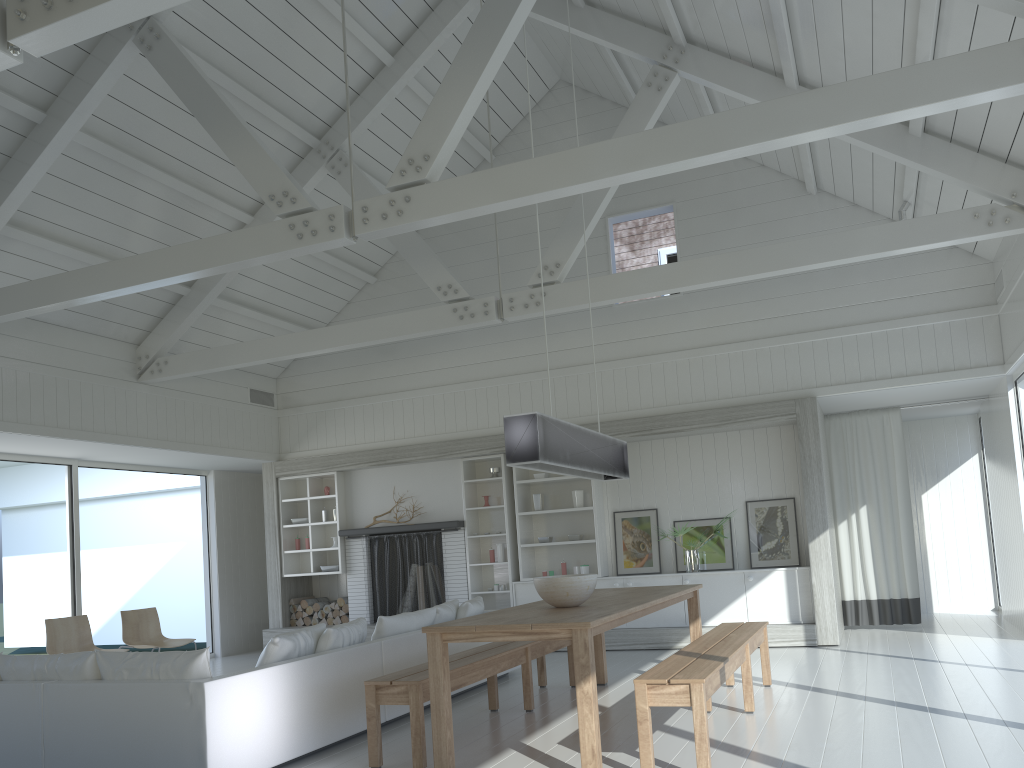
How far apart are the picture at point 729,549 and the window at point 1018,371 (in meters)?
2.90

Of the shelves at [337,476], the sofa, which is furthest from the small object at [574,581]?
the shelves at [337,476]

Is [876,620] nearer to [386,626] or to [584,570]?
[584,570]

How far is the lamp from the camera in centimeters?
484cm

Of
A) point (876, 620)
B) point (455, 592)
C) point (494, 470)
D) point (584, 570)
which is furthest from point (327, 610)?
point (876, 620)

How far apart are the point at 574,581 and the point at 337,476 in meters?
6.1

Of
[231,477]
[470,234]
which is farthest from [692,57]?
[231,477]

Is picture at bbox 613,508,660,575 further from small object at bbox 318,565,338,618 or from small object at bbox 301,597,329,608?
small object at bbox 301,597,329,608

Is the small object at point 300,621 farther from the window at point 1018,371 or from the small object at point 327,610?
the window at point 1018,371

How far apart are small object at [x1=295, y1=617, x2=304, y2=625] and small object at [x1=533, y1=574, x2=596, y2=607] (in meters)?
6.39
